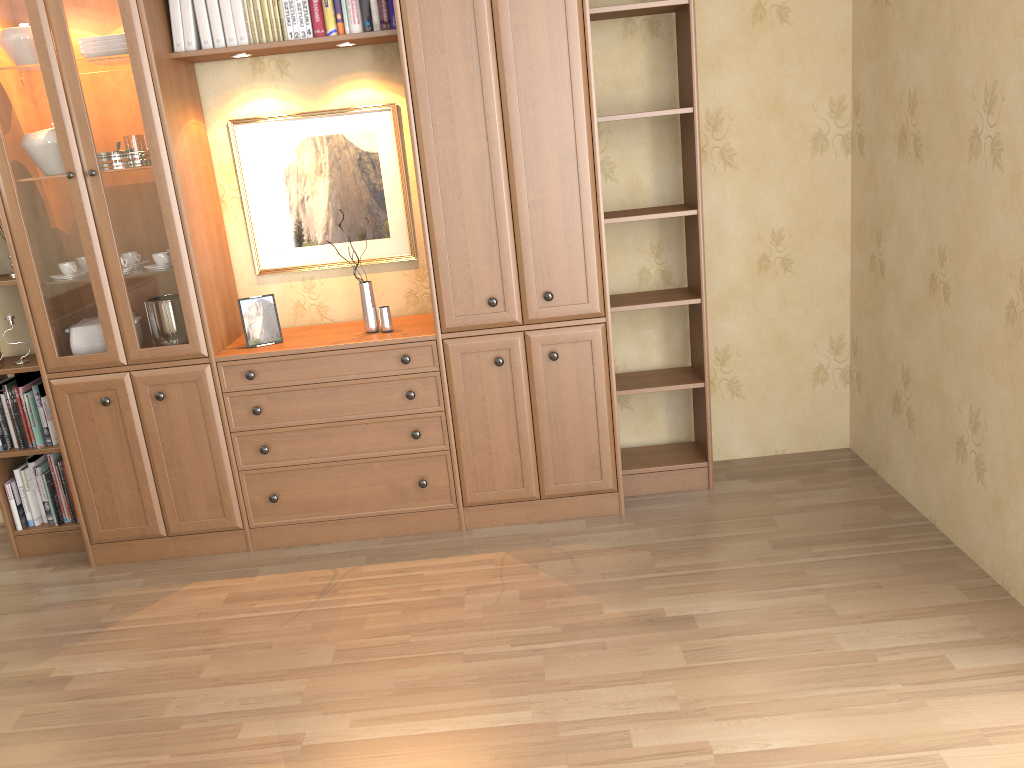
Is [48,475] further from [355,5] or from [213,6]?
[355,5]

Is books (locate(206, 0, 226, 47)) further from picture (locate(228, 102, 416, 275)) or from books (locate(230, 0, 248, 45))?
picture (locate(228, 102, 416, 275))

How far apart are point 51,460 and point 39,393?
0.29m

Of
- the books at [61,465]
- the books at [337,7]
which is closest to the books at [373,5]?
the books at [337,7]

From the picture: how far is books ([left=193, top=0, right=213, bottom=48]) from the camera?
3.21m

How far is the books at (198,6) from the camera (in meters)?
3.21

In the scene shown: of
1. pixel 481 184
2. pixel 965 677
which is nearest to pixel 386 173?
pixel 481 184

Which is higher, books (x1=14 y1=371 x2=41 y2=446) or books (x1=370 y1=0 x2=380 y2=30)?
books (x1=370 y1=0 x2=380 y2=30)

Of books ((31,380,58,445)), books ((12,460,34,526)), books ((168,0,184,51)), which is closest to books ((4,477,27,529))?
books ((12,460,34,526))

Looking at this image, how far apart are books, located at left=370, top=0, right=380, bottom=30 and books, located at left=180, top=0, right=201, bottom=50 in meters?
0.7
